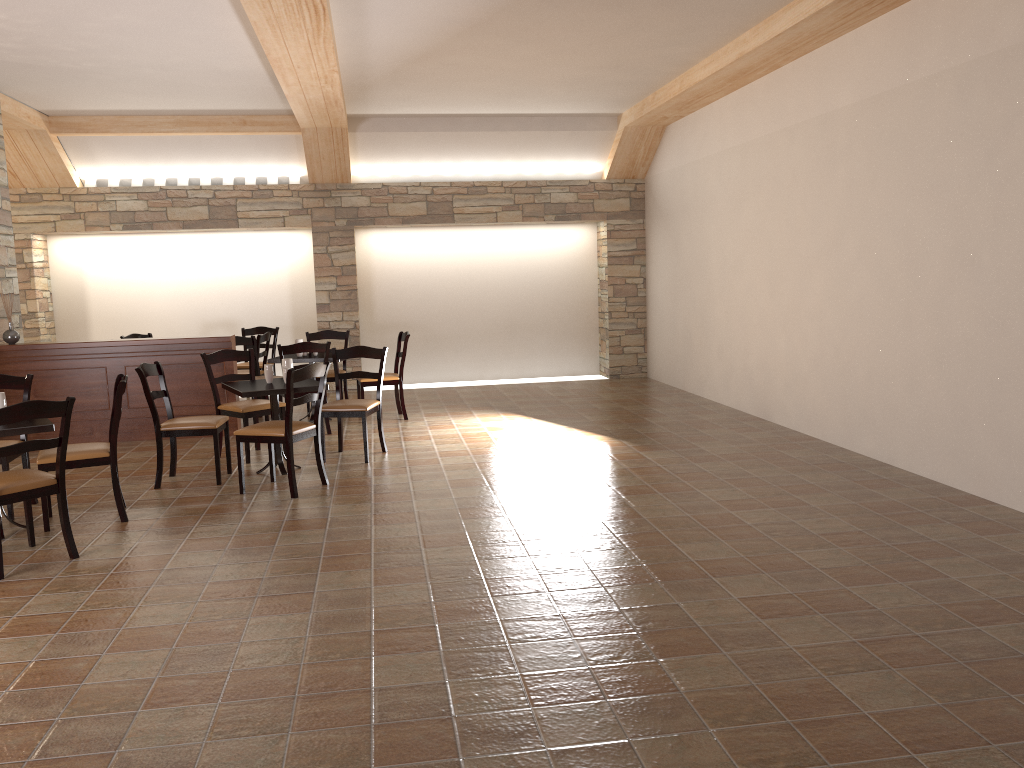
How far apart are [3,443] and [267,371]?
1.7m

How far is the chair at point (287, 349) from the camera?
7.7m

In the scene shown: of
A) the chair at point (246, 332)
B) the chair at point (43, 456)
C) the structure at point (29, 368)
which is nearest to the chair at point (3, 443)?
the chair at point (43, 456)

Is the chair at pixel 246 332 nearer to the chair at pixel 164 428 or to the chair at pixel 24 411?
the chair at pixel 164 428

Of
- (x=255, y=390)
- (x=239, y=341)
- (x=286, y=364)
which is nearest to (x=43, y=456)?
(x=255, y=390)

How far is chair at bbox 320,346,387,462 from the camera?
6.67m

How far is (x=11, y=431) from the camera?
4.8m

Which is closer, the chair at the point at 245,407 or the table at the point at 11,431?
the table at the point at 11,431

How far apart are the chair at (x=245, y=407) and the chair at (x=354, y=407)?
0.5 meters

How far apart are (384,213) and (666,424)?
4.7 meters
